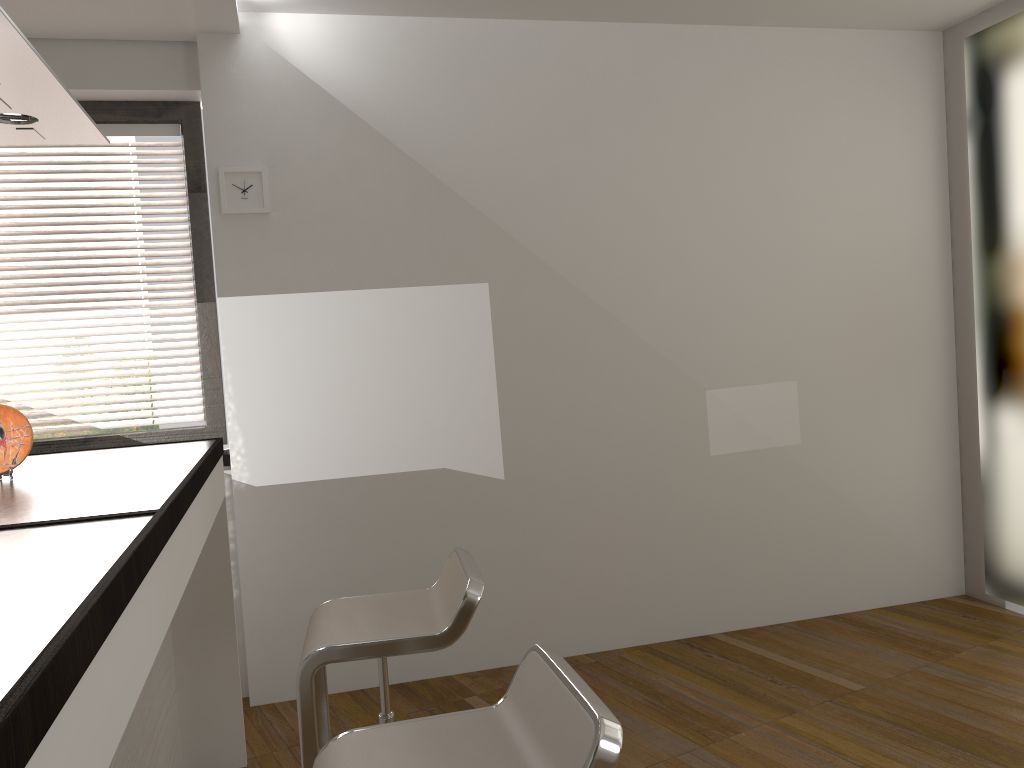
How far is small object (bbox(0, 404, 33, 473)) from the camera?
2.24m

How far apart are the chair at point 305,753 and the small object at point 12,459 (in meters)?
0.84

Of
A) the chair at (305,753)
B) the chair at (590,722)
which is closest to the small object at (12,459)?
the chair at (305,753)

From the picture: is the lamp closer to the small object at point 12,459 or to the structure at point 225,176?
the small object at point 12,459

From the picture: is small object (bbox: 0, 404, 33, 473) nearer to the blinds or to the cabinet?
the cabinet

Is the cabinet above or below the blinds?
below

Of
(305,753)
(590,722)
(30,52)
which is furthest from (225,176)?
(590,722)

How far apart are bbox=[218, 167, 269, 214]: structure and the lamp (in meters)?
1.15

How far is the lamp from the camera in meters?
1.6 m

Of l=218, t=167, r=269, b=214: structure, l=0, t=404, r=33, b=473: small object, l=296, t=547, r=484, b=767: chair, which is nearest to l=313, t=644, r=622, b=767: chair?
l=296, t=547, r=484, b=767: chair
